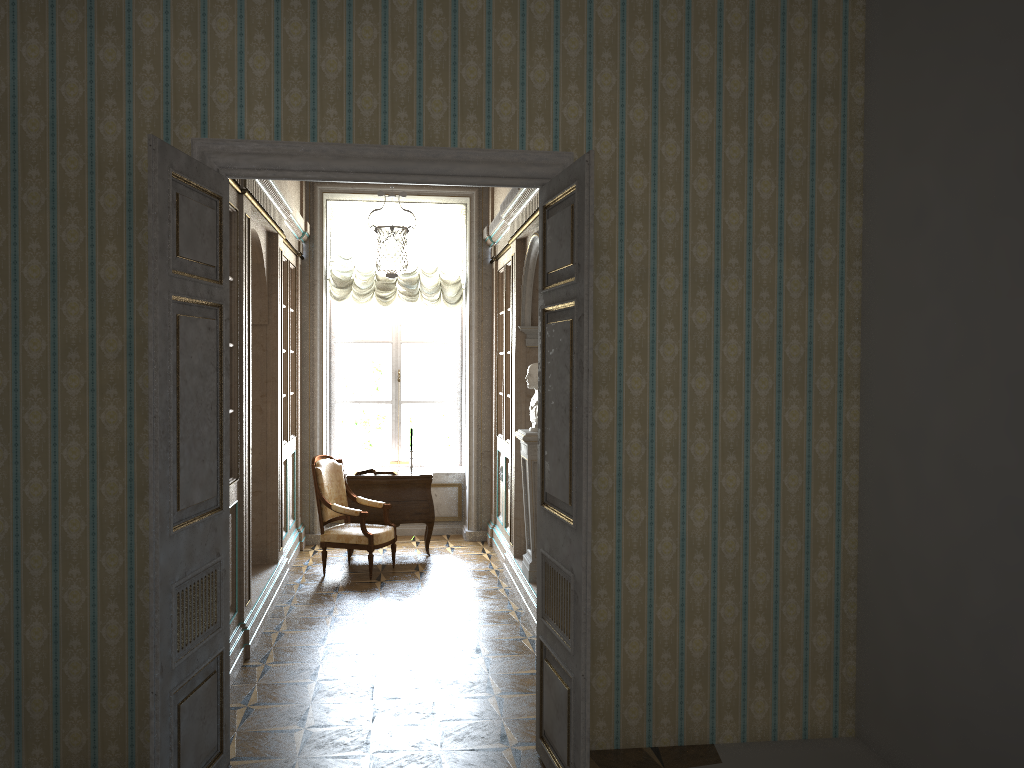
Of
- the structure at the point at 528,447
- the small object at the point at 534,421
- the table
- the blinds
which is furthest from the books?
the small object at the point at 534,421

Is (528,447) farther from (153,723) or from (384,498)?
(153,723)

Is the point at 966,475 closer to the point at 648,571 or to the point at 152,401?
the point at 648,571

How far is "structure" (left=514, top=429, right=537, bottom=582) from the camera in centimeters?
654cm

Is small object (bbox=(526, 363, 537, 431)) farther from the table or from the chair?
the table

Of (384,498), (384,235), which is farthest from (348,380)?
(384,235)

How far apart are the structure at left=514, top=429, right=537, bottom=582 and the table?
1.8 meters

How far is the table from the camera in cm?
831

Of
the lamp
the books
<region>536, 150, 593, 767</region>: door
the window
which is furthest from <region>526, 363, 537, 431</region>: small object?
the window

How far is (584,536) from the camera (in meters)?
3.45
